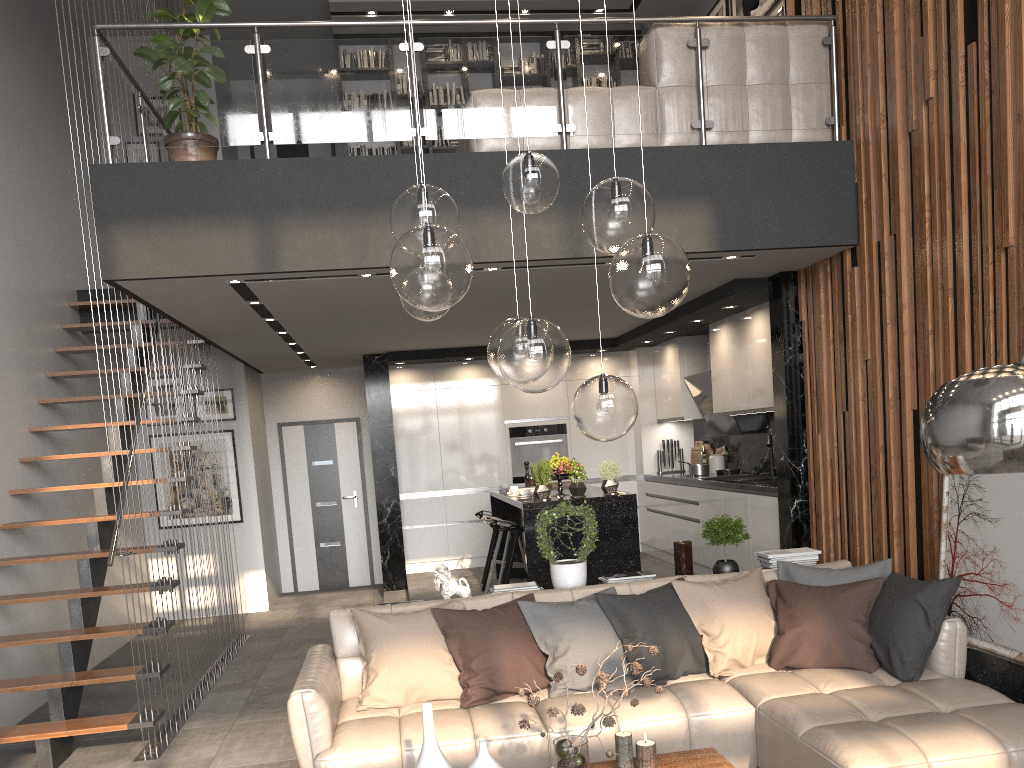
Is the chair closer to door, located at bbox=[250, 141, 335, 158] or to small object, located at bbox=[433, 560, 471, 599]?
small object, located at bbox=[433, 560, 471, 599]

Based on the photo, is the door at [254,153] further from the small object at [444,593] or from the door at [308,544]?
the small object at [444,593]

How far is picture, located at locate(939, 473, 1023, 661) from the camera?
4.0 meters

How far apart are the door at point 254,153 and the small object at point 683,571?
7.5m

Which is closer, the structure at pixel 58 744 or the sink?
the structure at pixel 58 744

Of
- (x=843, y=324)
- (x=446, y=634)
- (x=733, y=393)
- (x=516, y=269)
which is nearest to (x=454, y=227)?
(x=446, y=634)

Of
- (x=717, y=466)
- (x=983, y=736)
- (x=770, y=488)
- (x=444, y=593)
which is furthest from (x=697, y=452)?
(x=983, y=736)

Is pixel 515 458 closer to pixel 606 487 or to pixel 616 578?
pixel 606 487

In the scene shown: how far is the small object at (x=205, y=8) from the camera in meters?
5.1

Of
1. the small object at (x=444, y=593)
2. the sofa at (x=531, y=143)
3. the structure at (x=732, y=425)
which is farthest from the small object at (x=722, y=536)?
the structure at (x=732, y=425)
